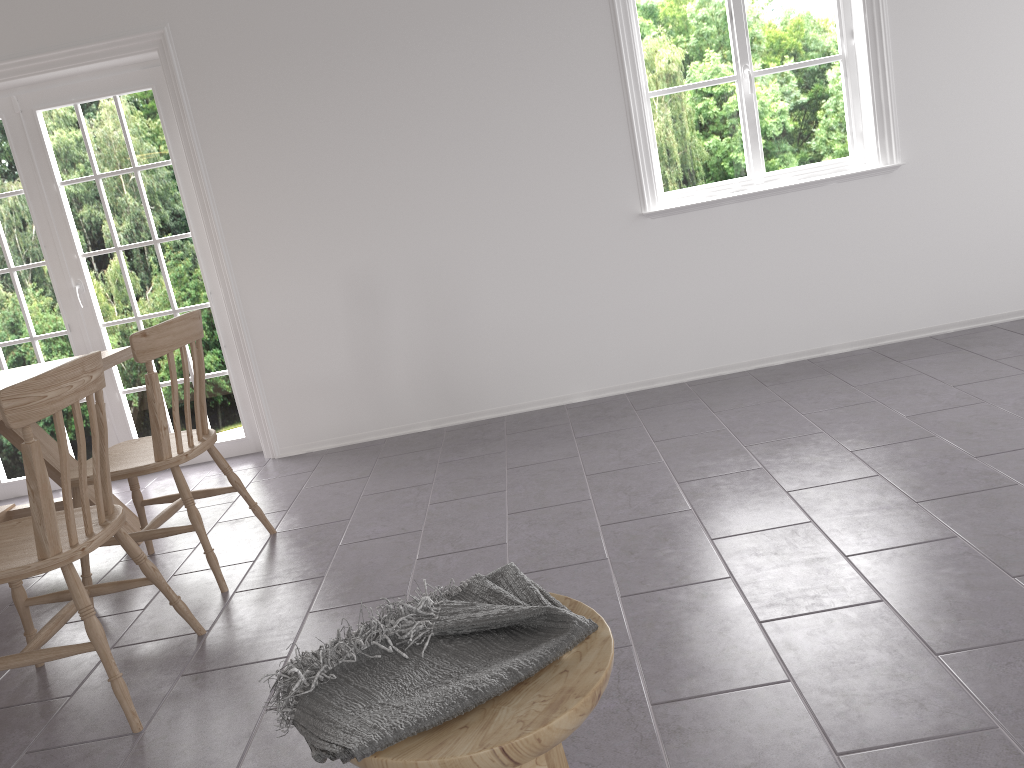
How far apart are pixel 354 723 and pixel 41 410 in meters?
1.3 m

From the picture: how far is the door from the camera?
4.31m

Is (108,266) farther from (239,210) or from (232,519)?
(232,519)

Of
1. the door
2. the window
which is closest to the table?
the door

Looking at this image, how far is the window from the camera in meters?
4.2 m

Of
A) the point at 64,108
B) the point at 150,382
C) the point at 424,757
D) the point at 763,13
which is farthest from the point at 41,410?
the point at 763,13

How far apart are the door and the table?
0.8 meters

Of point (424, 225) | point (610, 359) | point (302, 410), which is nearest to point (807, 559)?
point (610, 359)

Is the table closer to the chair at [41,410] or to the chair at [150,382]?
the chair at [150,382]

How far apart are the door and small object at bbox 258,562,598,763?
3.4 meters
